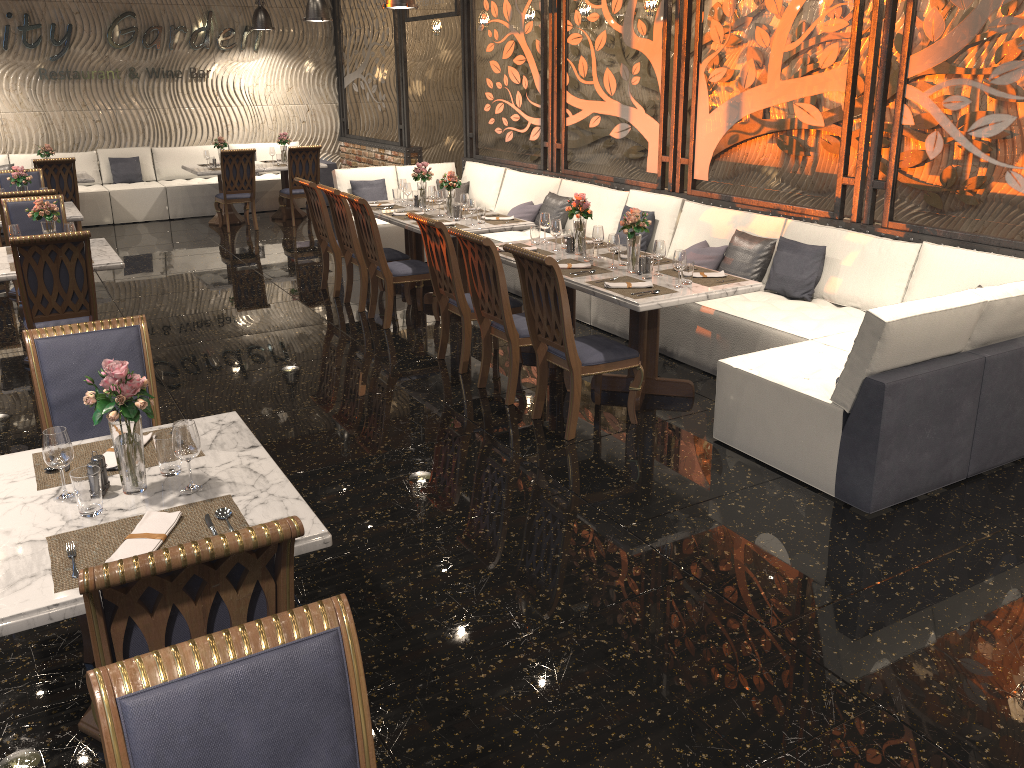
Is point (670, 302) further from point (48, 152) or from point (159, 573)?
point (48, 152)

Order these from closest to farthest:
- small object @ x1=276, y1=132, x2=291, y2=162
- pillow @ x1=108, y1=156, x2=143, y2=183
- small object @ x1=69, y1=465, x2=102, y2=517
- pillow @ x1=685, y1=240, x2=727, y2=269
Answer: small object @ x1=69, y1=465, x2=102, y2=517
pillow @ x1=685, y1=240, x2=727, y2=269
small object @ x1=276, y1=132, x2=291, y2=162
pillow @ x1=108, y1=156, x2=143, y2=183

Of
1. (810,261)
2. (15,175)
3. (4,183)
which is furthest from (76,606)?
(4,183)

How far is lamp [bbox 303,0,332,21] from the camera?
10.5m

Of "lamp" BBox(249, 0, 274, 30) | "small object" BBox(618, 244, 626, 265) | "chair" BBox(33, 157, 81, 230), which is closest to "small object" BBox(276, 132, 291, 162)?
"lamp" BBox(249, 0, 274, 30)

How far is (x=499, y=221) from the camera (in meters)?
7.34

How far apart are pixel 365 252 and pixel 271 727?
5.9m

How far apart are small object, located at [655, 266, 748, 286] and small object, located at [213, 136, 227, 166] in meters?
8.2 m

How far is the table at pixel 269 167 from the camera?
11.6 meters

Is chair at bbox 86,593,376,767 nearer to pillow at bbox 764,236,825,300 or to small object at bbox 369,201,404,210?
pillow at bbox 764,236,825,300
